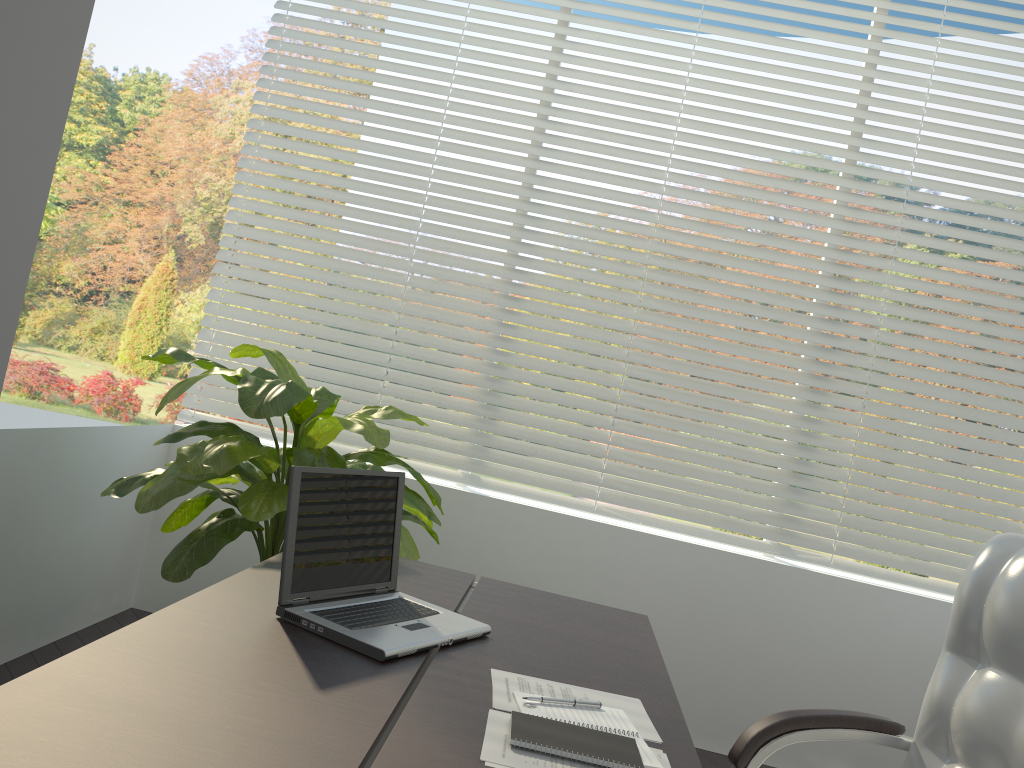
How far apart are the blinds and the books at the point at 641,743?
2.1m

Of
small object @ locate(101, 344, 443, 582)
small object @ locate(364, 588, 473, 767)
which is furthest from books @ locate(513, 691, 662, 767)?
small object @ locate(101, 344, 443, 582)

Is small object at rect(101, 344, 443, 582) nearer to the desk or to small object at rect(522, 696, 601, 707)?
the desk

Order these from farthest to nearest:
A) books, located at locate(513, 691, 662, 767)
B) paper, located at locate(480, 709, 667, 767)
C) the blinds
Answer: the blinds → books, located at locate(513, 691, 662, 767) → paper, located at locate(480, 709, 667, 767)

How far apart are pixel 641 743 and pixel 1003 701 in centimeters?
72cm

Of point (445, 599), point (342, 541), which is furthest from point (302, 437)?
point (342, 541)

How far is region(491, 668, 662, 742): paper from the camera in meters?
1.5

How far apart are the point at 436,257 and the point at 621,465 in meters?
1.2 m

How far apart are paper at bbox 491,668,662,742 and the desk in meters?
0.0

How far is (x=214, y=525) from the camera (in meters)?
2.65
